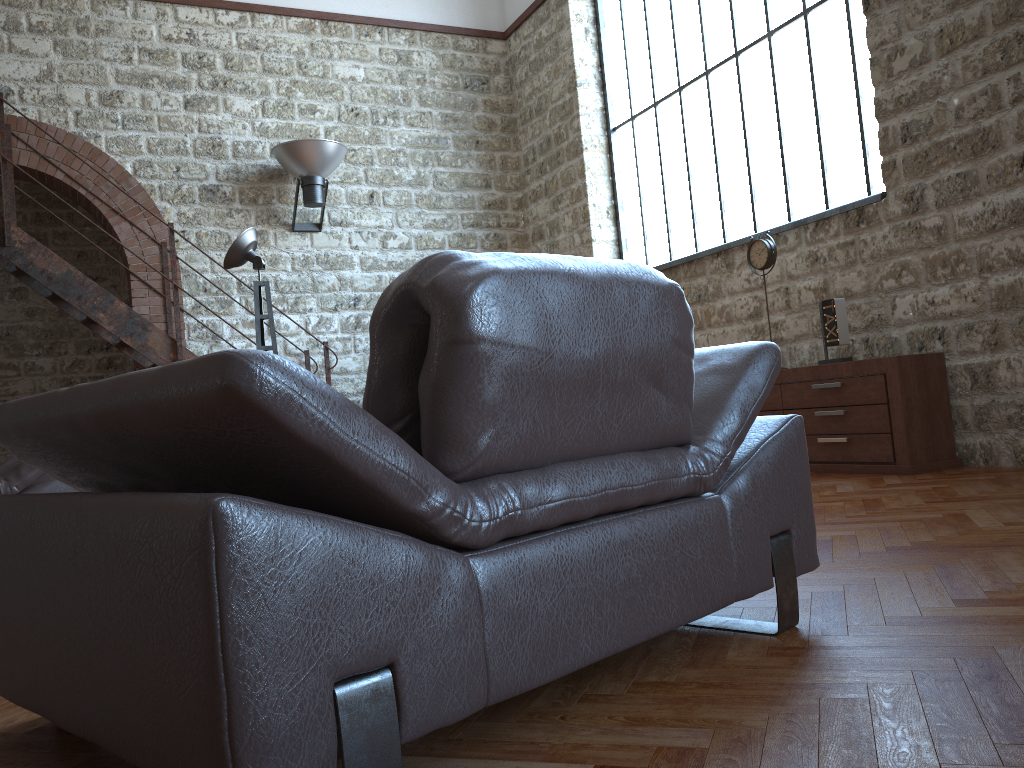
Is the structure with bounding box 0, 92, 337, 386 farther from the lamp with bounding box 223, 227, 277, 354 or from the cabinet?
the cabinet

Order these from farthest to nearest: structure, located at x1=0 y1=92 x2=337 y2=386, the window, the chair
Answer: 1. structure, located at x1=0 y1=92 x2=337 y2=386
2. the window
3. the chair

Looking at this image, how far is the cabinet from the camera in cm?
448

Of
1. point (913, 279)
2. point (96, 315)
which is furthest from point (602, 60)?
point (96, 315)

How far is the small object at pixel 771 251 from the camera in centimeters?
544cm

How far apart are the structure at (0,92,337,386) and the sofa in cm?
210

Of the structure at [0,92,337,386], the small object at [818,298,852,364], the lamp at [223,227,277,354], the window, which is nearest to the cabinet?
the small object at [818,298,852,364]

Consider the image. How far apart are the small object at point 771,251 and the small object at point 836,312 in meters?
0.6

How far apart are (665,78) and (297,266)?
3.6 meters

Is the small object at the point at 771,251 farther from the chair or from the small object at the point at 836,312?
the chair
